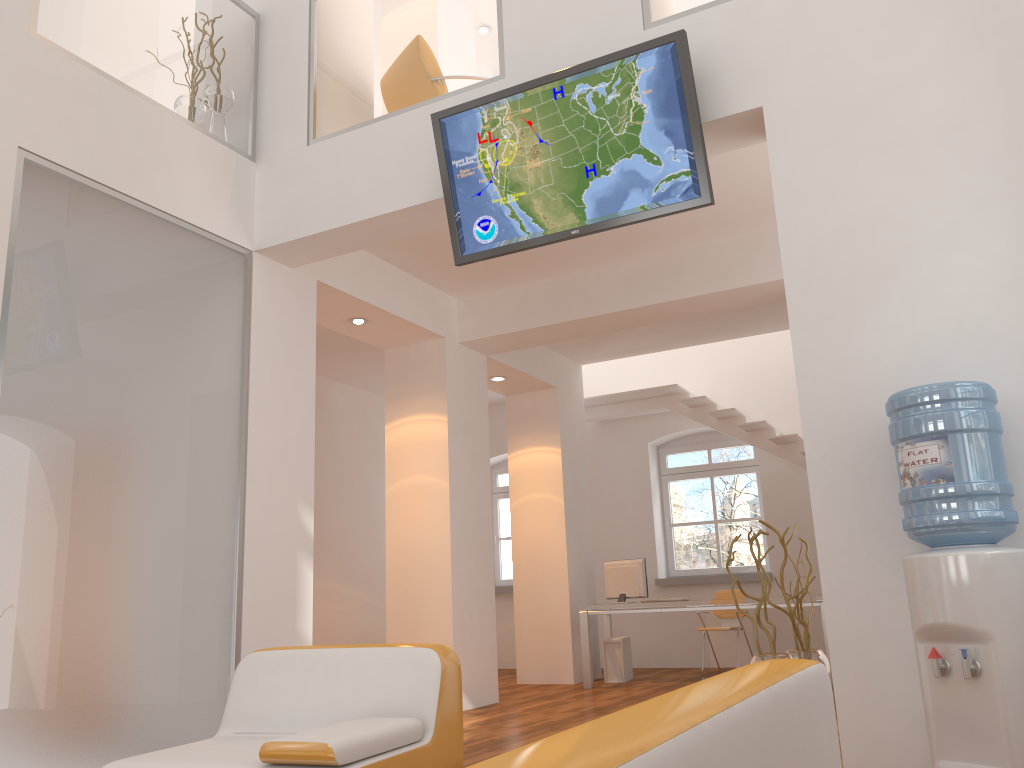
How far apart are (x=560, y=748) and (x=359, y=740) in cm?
206

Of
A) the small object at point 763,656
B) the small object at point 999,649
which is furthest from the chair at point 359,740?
the small object at point 999,649

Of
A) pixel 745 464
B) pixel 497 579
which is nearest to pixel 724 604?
pixel 745 464

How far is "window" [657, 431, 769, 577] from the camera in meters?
10.6 m

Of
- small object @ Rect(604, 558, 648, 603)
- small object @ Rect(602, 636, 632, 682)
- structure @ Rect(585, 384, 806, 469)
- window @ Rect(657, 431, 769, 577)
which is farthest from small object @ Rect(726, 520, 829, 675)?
window @ Rect(657, 431, 769, 577)

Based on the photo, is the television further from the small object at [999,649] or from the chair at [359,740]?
the chair at [359,740]

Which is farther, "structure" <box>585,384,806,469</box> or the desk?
"structure" <box>585,384,806,469</box>

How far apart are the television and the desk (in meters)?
4.67

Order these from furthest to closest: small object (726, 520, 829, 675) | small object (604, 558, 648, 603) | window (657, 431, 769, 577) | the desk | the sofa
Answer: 1. window (657, 431, 769, 577)
2. small object (604, 558, 648, 603)
3. the desk
4. small object (726, 520, 829, 675)
5. the sofa

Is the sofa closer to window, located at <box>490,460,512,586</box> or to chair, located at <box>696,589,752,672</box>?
chair, located at <box>696,589,752,672</box>
